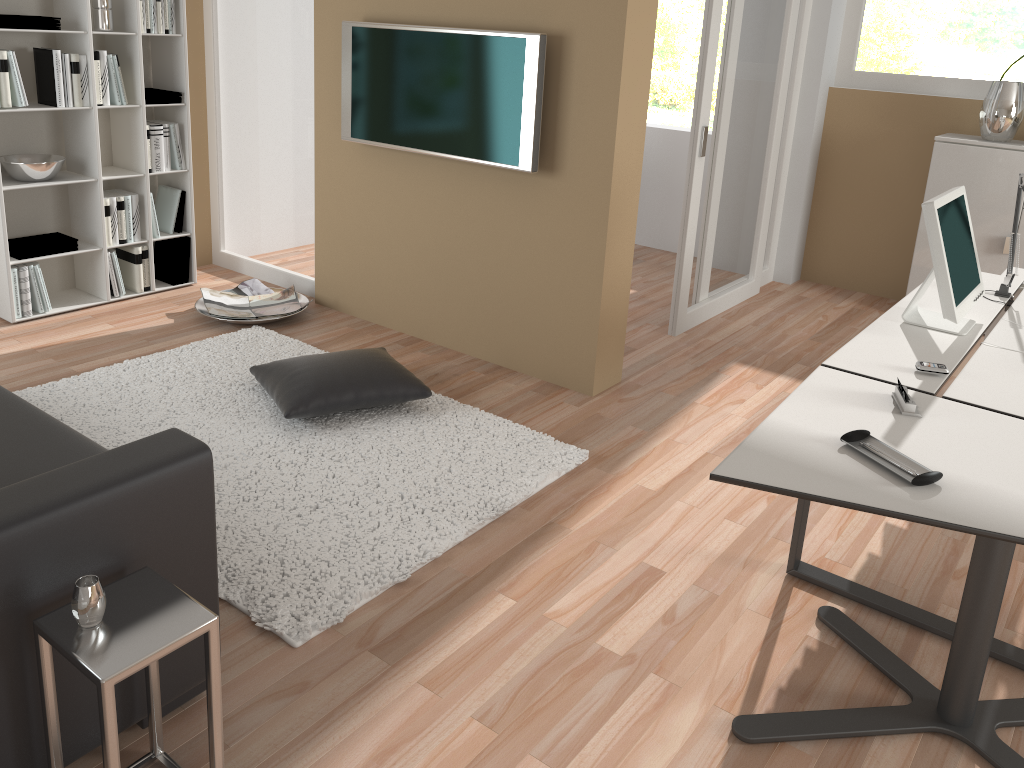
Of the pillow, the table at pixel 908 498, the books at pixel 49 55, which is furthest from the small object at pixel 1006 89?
the books at pixel 49 55

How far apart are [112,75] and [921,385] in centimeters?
401cm

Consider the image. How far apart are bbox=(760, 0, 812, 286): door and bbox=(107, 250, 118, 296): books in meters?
4.0 m

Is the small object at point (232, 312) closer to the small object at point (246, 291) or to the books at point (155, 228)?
the small object at point (246, 291)

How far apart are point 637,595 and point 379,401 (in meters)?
1.36

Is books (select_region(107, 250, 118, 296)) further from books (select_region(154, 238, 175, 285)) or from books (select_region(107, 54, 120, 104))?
books (select_region(107, 54, 120, 104))

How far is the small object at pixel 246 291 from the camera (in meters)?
4.87

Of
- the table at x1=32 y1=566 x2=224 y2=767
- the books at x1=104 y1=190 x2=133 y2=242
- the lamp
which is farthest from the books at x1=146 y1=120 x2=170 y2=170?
the lamp

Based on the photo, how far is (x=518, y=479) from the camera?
3.16m

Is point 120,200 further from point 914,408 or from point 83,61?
point 914,408
